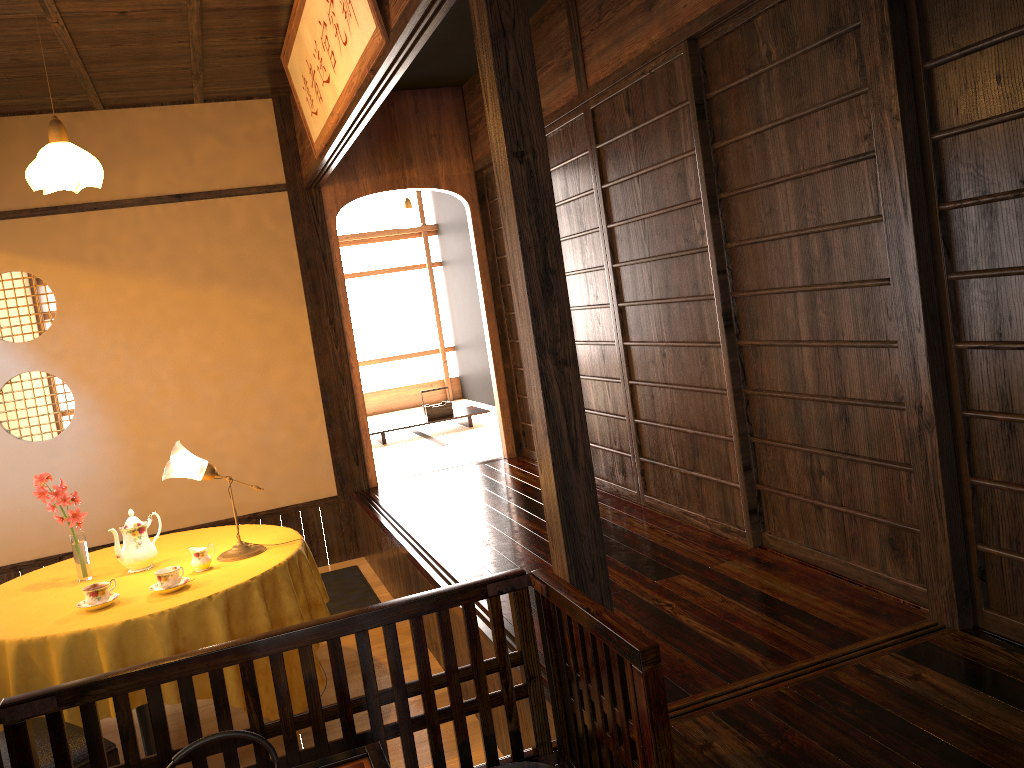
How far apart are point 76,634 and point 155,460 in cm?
267

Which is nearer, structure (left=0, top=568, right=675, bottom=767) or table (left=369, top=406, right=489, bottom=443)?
structure (left=0, top=568, right=675, bottom=767)

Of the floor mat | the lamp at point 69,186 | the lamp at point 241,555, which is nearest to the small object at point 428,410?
the lamp at point 241,555

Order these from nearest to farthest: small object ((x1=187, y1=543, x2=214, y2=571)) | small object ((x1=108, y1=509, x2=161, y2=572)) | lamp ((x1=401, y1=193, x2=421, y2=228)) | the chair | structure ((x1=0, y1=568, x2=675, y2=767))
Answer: structure ((x1=0, y1=568, x2=675, y2=767)) → the chair → small object ((x1=187, y1=543, x2=214, y2=571)) → small object ((x1=108, y1=509, x2=161, y2=572)) → lamp ((x1=401, y1=193, x2=421, y2=228))

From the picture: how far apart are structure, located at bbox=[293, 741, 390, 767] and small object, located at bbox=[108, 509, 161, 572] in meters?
2.1

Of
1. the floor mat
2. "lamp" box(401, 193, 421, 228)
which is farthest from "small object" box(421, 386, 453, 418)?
the floor mat

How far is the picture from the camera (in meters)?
3.13

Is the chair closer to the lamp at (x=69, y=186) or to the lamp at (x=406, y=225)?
the lamp at (x=69, y=186)

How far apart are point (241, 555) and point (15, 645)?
0.9m

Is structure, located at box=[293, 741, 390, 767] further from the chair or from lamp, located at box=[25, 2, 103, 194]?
lamp, located at box=[25, 2, 103, 194]
